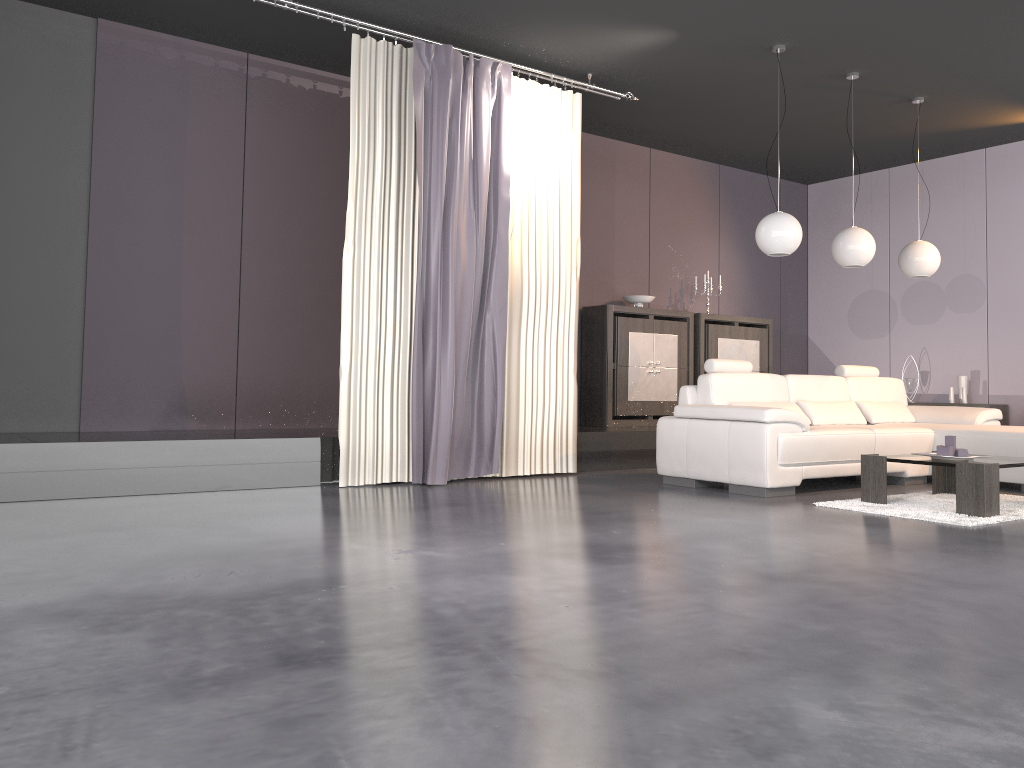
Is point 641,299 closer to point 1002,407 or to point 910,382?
point 910,382

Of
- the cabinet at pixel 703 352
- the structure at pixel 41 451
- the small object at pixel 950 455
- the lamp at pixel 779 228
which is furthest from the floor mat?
the cabinet at pixel 703 352

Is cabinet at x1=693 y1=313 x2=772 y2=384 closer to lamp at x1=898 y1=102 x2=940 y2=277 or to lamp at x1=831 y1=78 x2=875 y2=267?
lamp at x1=898 y1=102 x2=940 y2=277

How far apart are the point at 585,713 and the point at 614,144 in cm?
723

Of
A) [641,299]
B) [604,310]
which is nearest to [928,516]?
[604,310]

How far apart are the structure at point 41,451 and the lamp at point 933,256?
2.3m

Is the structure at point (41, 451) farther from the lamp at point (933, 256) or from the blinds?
the lamp at point (933, 256)

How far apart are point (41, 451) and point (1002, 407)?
7.8 meters

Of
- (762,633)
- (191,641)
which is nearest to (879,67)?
(762,633)

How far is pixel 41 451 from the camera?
4.6m
